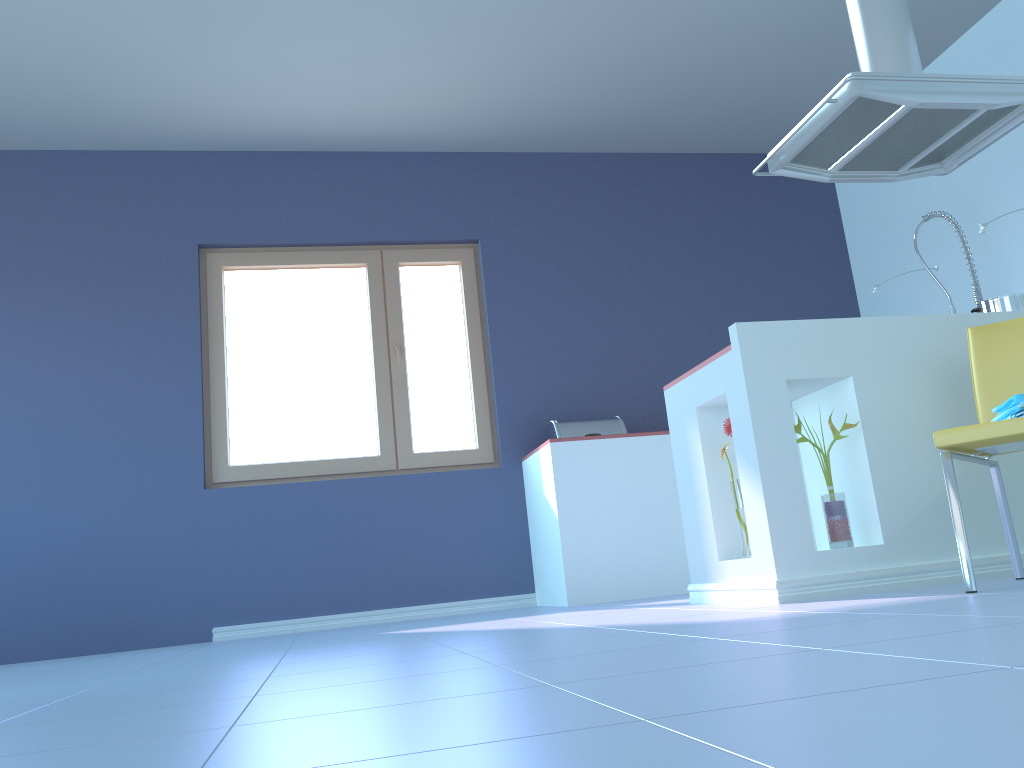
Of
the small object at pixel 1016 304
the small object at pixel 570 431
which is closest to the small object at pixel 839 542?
the small object at pixel 1016 304

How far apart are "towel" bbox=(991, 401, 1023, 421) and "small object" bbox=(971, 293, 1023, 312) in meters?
1.0

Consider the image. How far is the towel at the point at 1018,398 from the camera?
2.1 meters

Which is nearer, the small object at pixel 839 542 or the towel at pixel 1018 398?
the towel at pixel 1018 398

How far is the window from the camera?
4.41m

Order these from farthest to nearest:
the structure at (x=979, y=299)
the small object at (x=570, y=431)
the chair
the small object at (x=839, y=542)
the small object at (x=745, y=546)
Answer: the small object at (x=570, y=431), the structure at (x=979, y=299), the small object at (x=745, y=546), the small object at (x=839, y=542), the chair

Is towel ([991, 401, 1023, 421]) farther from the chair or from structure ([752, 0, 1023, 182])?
structure ([752, 0, 1023, 182])

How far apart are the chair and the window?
2.6m

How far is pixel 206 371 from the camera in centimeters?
447cm

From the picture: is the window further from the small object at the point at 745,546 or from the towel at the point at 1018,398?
the towel at the point at 1018,398
